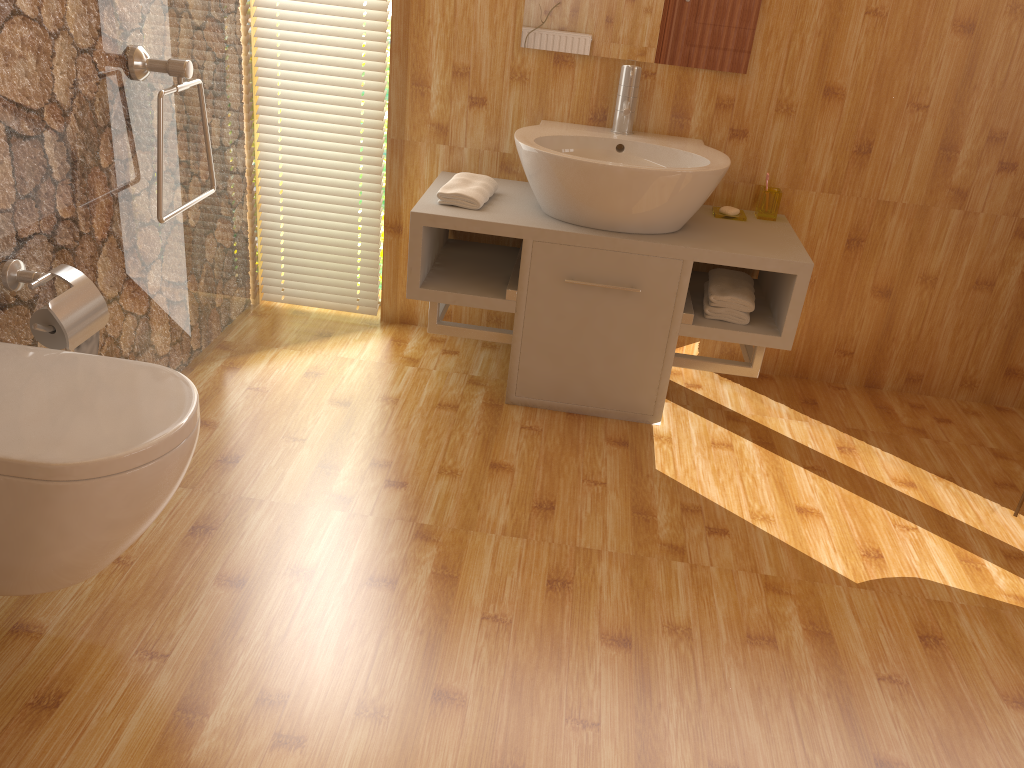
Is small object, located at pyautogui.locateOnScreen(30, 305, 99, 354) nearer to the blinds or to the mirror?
the blinds

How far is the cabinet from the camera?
2.5 meters

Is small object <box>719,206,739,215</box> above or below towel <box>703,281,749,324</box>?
above

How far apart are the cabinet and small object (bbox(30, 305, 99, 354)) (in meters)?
0.95

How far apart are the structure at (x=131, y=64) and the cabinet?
0.6m

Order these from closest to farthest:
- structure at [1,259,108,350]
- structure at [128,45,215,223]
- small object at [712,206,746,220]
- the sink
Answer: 1. structure at [1,259,108,350]
2. structure at [128,45,215,223]
3. the sink
4. small object at [712,206,746,220]

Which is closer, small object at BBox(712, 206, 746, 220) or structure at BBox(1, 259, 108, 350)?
structure at BBox(1, 259, 108, 350)

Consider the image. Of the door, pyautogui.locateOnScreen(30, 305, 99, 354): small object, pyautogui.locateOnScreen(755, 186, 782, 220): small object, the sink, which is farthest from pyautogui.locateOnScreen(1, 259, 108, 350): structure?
the door

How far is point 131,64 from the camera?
2.1m

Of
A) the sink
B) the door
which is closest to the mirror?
the sink
